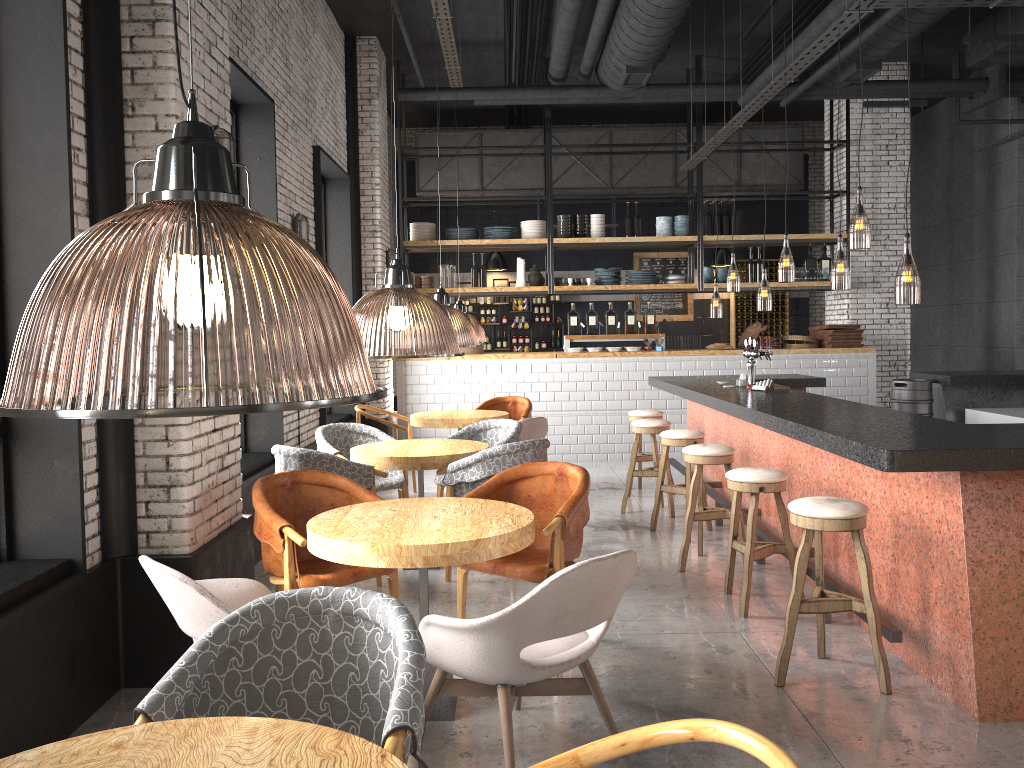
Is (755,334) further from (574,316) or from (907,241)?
(907,241)

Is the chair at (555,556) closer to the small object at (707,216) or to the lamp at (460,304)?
the lamp at (460,304)

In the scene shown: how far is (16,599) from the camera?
3.19m

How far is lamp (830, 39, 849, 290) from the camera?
9.0 meters

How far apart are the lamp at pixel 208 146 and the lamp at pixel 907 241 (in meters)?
2.81

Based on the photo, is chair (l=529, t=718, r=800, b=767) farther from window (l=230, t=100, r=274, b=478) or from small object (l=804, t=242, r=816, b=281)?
→ small object (l=804, t=242, r=816, b=281)

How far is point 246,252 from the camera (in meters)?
4.19

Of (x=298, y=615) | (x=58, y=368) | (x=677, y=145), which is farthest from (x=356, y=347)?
(x=677, y=145)

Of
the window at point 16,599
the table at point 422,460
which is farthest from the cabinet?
the window at point 16,599

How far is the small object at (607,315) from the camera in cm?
1111
